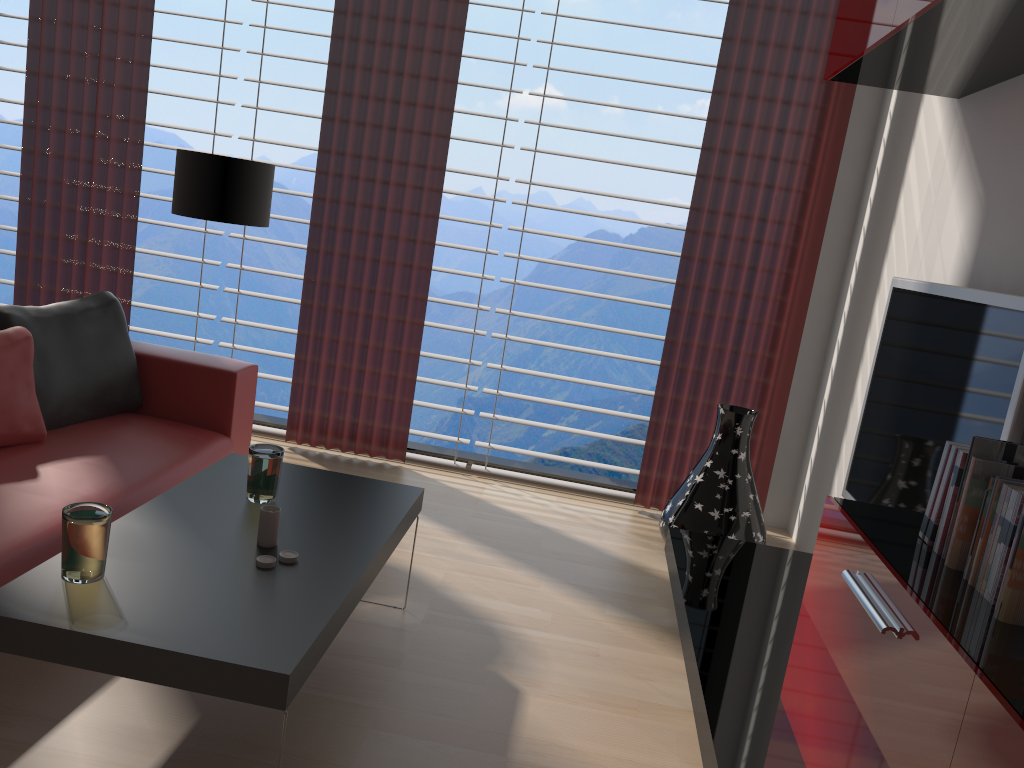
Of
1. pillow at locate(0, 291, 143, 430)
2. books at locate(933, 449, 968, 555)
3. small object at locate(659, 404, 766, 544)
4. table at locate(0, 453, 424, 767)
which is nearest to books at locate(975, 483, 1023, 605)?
books at locate(933, 449, 968, 555)

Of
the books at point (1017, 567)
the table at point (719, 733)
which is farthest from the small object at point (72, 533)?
the books at point (1017, 567)

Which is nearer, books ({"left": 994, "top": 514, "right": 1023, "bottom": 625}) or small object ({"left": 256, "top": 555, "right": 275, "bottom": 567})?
books ({"left": 994, "top": 514, "right": 1023, "bottom": 625})

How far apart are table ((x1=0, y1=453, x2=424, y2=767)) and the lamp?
1.76m

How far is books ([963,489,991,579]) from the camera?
2.4 meters

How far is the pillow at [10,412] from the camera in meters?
4.0 m

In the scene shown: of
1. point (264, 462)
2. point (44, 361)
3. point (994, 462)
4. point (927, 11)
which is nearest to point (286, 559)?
point (264, 462)

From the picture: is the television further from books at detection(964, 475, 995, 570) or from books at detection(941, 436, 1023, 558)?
books at detection(964, 475, 995, 570)

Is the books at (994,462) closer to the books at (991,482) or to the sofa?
the books at (991,482)

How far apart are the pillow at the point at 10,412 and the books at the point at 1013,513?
3.9 meters
